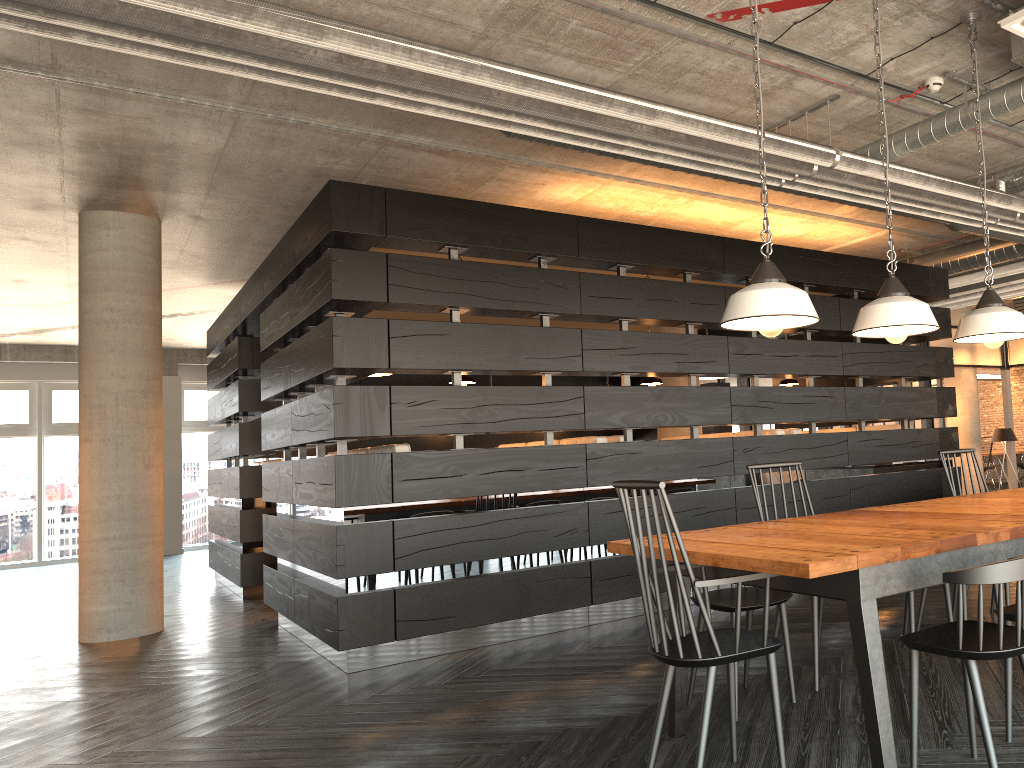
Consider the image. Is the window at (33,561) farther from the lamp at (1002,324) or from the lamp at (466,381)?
the lamp at (1002,324)

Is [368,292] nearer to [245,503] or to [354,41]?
[354,41]

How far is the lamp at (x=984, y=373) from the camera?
16.15m

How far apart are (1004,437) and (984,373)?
6.1m

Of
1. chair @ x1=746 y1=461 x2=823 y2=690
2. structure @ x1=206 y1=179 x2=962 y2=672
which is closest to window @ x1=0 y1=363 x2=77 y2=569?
structure @ x1=206 y1=179 x2=962 y2=672

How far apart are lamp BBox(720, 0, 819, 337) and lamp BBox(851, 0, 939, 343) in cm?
28

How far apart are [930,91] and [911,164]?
1.39m

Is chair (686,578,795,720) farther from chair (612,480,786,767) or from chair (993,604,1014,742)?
chair (993,604,1014,742)

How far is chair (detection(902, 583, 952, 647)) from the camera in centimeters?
371cm

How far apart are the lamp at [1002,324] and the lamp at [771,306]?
0.9m
